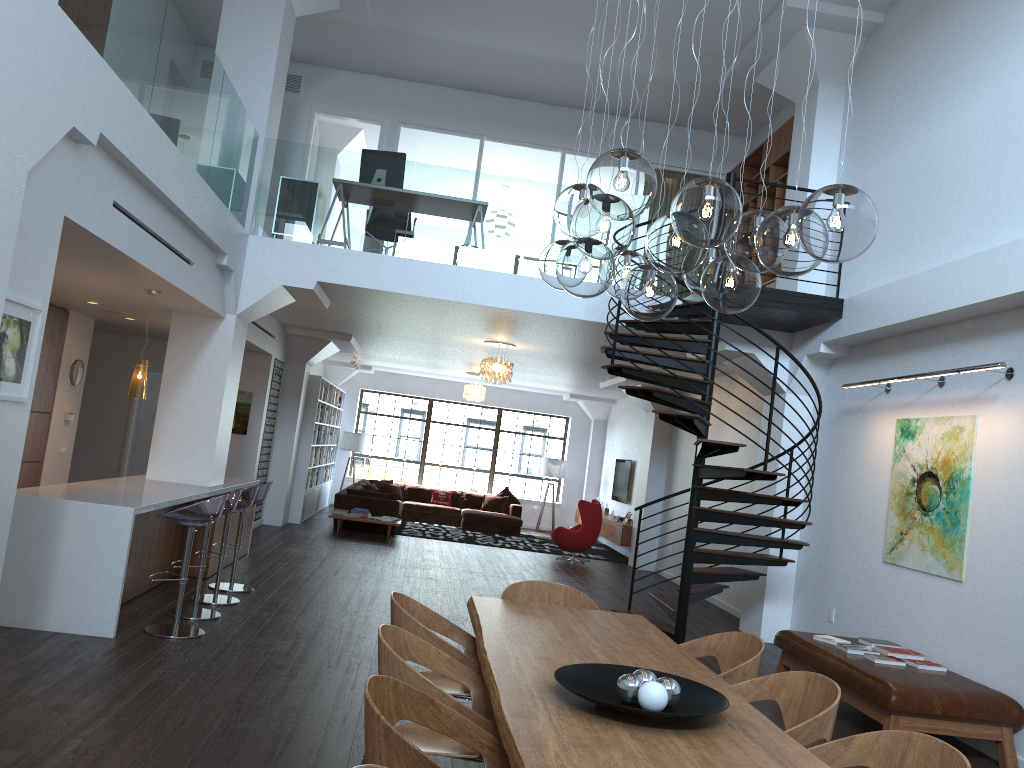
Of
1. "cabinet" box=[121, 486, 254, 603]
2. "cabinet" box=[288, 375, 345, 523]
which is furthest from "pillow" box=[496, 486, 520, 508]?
"cabinet" box=[121, 486, 254, 603]

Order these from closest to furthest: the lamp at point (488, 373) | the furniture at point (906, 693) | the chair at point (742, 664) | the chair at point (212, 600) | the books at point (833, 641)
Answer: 1. the chair at point (742, 664)
2. the furniture at point (906, 693)
3. the books at point (833, 641)
4. the chair at point (212, 600)
5. the lamp at point (488, 373)

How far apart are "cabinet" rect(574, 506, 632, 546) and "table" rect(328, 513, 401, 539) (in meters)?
4.61

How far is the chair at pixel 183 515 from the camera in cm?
609

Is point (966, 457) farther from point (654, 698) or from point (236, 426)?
point (236, 426)

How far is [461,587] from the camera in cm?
994

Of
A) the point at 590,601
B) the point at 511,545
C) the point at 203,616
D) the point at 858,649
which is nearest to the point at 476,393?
the point at 511,545

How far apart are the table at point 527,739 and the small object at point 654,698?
0.05m

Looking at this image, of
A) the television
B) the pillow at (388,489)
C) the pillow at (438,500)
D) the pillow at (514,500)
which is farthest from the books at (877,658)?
the pillow at (388,489)

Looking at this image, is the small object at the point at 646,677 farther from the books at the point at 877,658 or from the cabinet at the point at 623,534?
the cabinet at the point at 623,534
